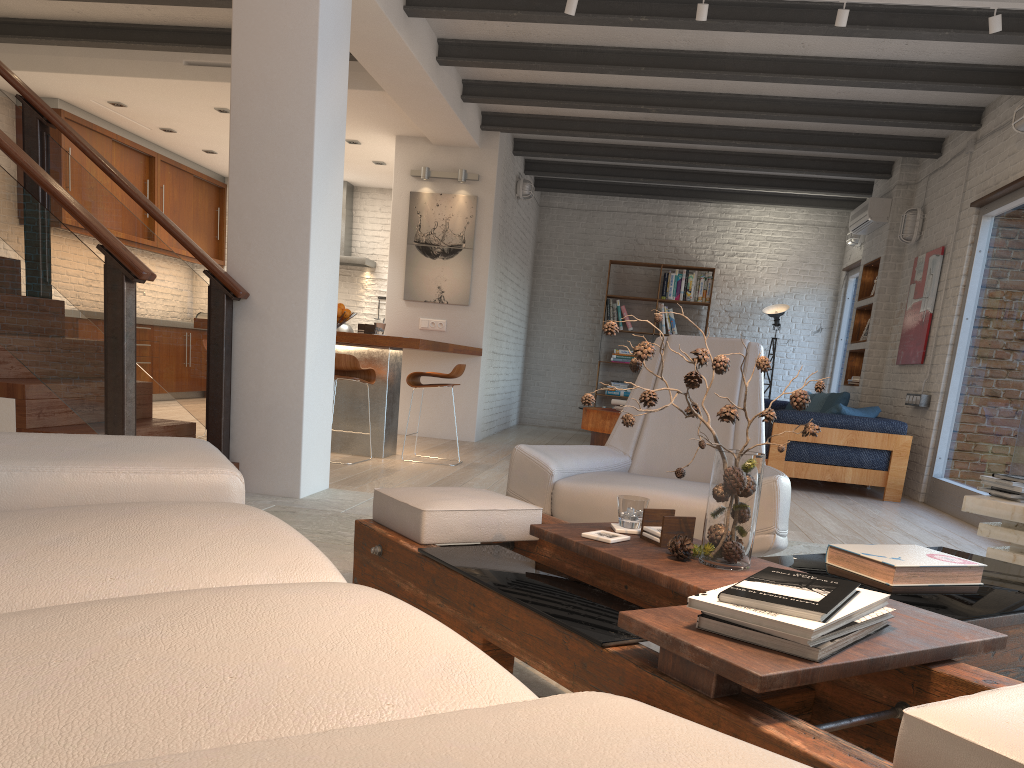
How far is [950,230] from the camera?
7.39m

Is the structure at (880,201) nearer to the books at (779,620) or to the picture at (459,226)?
the picture at (459,226)

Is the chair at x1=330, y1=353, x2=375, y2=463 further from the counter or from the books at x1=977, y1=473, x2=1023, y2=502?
the books at x1=977, y1=473, x2=1023, y2=502

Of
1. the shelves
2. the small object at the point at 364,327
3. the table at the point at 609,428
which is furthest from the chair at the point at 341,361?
the shelves

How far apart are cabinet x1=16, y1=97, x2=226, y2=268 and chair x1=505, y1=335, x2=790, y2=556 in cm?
722

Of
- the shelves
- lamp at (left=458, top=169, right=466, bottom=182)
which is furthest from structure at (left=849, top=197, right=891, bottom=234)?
lamp at (left=458, top=169, right=466, bottom=182)

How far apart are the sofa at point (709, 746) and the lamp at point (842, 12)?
4.4 meters

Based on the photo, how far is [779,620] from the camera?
1.40m

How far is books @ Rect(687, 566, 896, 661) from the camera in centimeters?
140cm

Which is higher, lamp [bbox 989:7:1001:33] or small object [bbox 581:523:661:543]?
lamp [bbox 989:7:1001:33]
